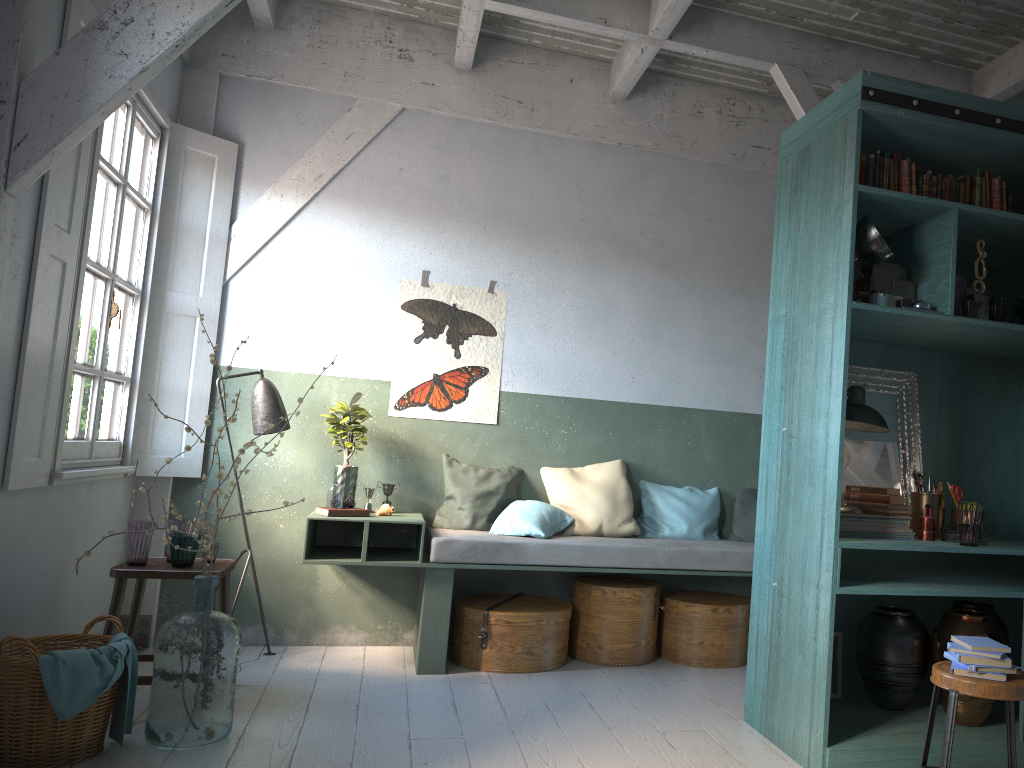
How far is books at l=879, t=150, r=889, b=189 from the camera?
4.3m

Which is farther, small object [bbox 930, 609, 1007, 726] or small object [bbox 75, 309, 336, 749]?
small object [bbox 930, 609, 1007, 726]

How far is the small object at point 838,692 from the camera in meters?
4.7

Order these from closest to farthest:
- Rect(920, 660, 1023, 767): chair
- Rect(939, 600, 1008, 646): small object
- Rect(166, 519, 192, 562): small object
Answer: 1. Rect(920, 660, 1023, 767): chair
2. Rect(939, 600, 1008, 646): small object
3. Rect(166, 519, 192, 562): small object

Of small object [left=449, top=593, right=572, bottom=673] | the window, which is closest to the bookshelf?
small object [left=449, top=593, right=572, bottom=673]

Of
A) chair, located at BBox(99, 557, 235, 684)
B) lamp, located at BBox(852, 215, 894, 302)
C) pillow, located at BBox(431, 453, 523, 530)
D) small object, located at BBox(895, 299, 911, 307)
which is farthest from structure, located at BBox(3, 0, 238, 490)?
small object, located at BBox(895, 299, 911, 307)

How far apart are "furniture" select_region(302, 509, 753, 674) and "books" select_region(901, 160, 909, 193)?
2.6 meters

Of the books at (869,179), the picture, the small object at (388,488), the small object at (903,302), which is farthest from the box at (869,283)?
the small object at (388,488)

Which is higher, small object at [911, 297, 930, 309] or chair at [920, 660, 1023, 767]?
small object at [911, 297, 930, 309]

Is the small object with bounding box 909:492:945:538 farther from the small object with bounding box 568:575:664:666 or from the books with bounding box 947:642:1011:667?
the small object with bounding box 568:575:664:666
